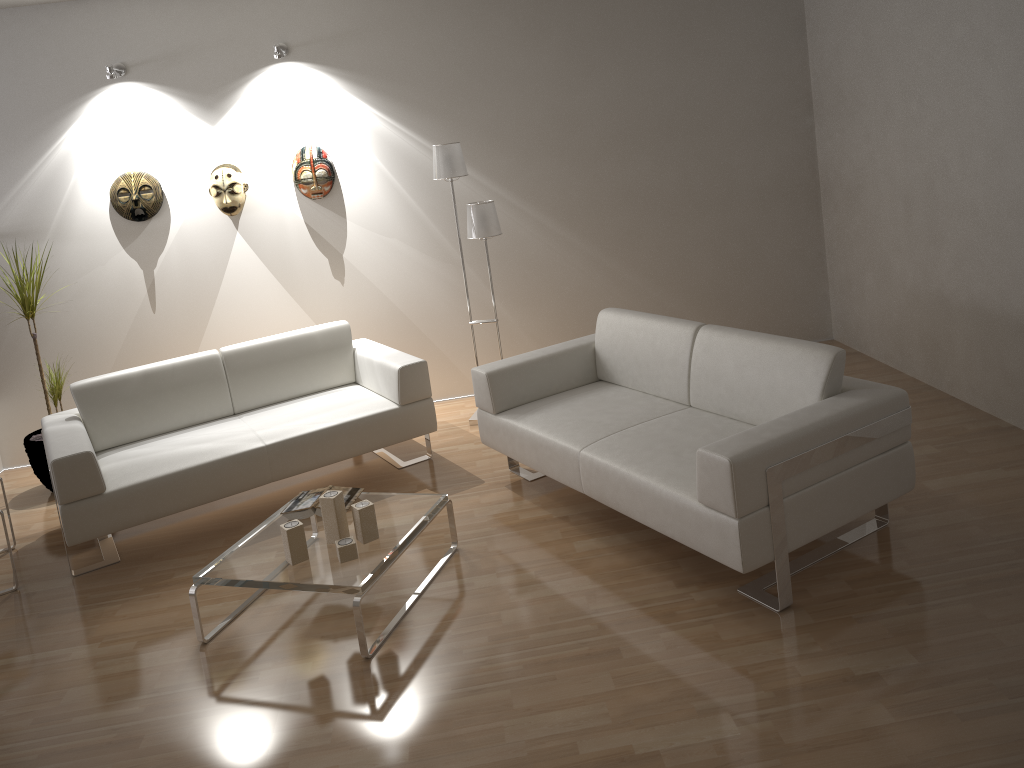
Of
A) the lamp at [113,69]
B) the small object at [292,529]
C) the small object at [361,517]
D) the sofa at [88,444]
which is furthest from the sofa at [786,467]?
the lamp at [113,69]

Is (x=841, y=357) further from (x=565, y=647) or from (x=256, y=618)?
(x=256, y=618)

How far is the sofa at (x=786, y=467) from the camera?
2.9 meters

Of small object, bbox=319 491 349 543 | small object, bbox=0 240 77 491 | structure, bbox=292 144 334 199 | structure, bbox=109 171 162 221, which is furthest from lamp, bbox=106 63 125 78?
small object, bbox=319 491 349 543

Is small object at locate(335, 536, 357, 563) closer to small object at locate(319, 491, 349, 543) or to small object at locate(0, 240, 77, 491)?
small object at locate(319, 491, 349, 543)

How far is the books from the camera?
3.7 meters

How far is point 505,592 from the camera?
3.41m

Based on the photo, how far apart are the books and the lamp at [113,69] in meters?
3.0 m

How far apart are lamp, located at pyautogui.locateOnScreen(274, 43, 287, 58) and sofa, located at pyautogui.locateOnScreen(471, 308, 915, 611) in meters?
2.3

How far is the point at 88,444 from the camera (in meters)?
3.94
